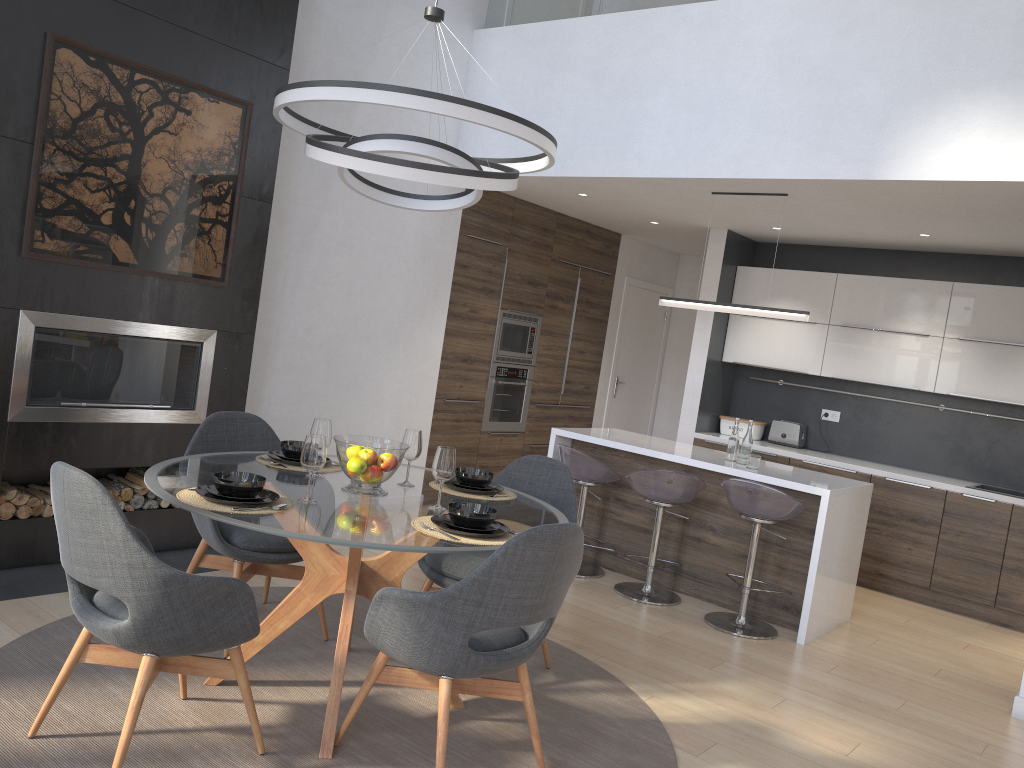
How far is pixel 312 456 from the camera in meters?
2.9

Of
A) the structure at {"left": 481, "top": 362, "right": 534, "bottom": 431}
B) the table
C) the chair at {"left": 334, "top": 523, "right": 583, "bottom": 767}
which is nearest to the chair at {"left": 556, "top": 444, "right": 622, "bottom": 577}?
the structure at {"left": 481, "top": 362, "right": 534, "bottom": 431}

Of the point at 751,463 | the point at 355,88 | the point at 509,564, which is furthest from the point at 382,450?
the point at 751,463

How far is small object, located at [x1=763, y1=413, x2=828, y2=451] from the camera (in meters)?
7.08

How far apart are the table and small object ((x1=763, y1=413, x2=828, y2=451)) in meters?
4.1 m

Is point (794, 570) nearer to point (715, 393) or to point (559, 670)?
point (559, 670)

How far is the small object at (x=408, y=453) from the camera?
3.4 meters

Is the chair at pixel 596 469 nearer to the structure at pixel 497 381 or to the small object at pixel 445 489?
the structure at pixel 497 381

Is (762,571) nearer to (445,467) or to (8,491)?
A: (445,467)

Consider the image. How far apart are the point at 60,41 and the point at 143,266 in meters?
1.1
